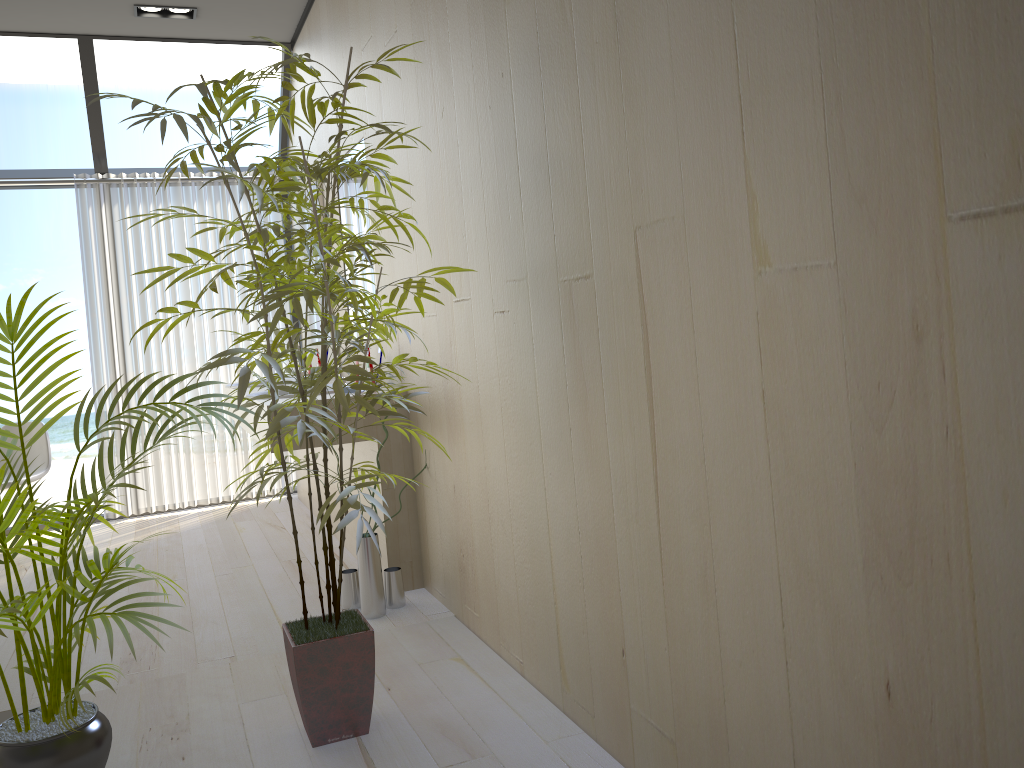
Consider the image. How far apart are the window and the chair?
1.49m

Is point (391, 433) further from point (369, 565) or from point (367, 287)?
point (367, 287)

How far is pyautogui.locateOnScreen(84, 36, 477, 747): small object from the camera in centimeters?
196cm

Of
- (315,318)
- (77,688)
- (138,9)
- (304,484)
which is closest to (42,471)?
(304,484)

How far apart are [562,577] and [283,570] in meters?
2.1 m

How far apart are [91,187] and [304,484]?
2.2m

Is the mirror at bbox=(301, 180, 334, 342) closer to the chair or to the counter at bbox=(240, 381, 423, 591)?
the counter at bbox=(240, 381, 423, 591)

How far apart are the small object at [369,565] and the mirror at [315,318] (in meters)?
2.11

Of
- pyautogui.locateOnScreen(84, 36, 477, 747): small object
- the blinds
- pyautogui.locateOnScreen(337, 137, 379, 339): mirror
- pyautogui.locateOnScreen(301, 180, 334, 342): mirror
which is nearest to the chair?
the blinds

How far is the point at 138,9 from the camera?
4.5 meters
